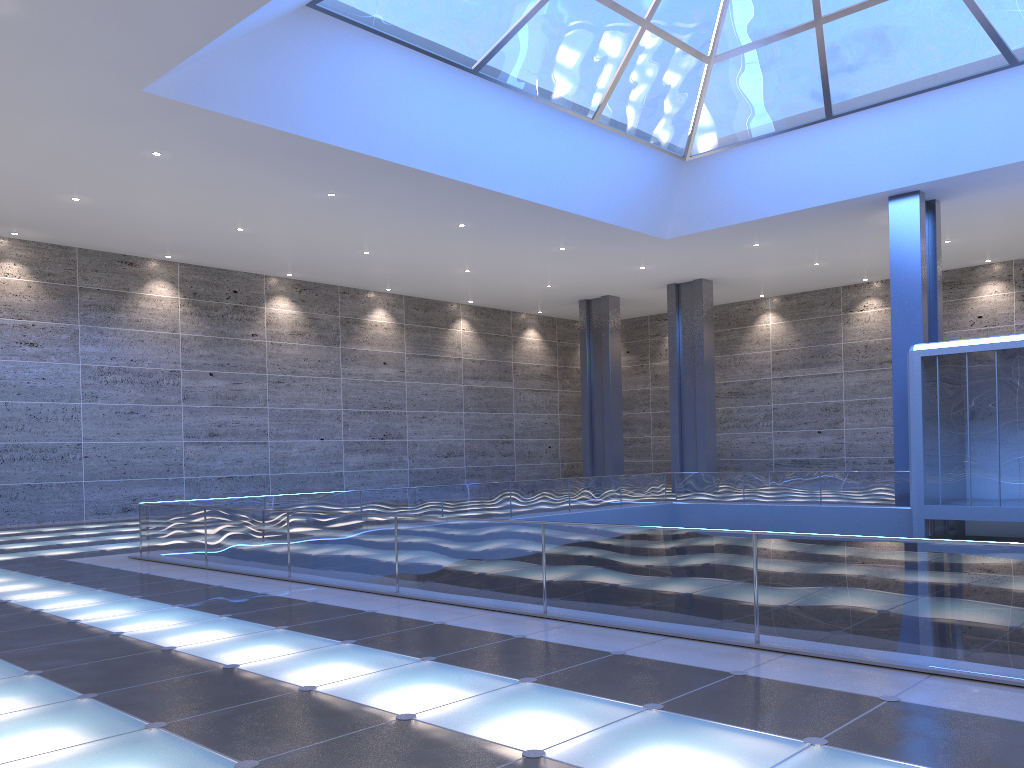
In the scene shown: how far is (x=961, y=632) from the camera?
6.8m

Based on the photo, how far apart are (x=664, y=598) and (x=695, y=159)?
21.5m
